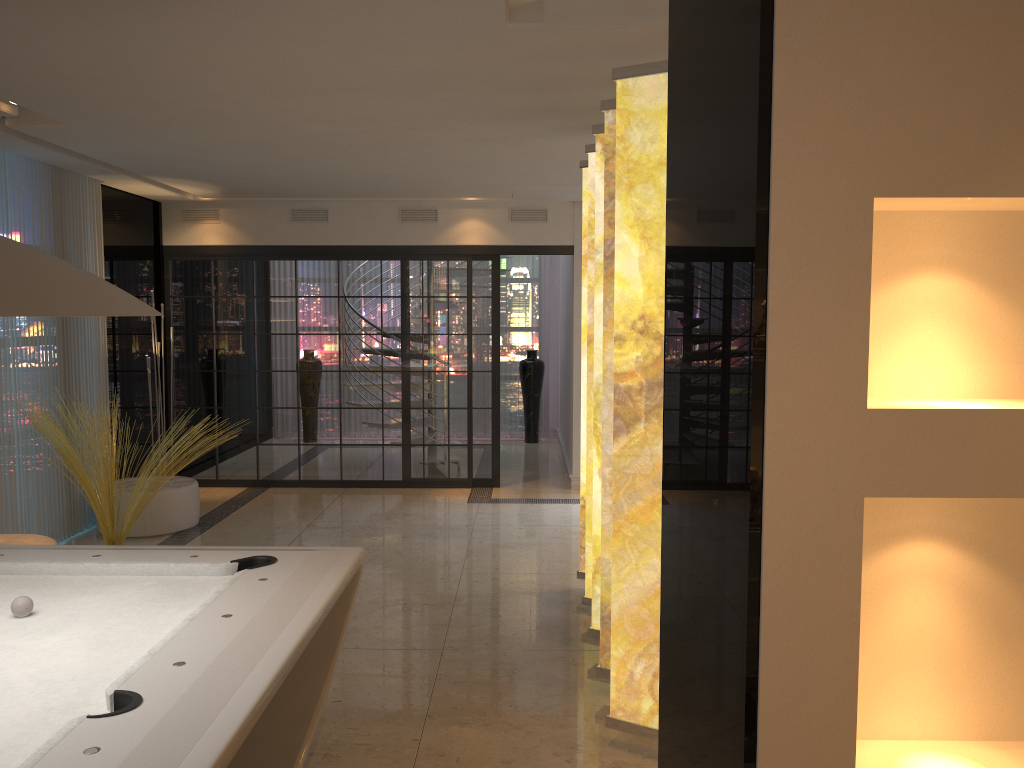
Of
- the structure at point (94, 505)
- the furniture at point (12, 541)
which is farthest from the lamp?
the furniture at point (12, 541)

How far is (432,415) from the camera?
8.2 meters

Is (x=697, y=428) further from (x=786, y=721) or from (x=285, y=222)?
(x=285, y=222)

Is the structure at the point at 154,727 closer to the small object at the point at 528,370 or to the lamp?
the lamp

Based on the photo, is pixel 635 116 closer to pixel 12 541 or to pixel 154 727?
pixel 154 727

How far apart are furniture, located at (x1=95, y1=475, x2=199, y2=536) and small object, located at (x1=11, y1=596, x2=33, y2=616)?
4.1 meters

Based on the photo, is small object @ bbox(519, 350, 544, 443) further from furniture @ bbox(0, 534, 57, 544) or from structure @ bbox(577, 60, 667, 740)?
furniture @ bbox(0, 534, 57, 544)

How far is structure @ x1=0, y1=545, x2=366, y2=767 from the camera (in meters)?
1.72

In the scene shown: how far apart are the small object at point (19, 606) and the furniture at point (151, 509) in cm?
409

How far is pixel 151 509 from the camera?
6.4m
